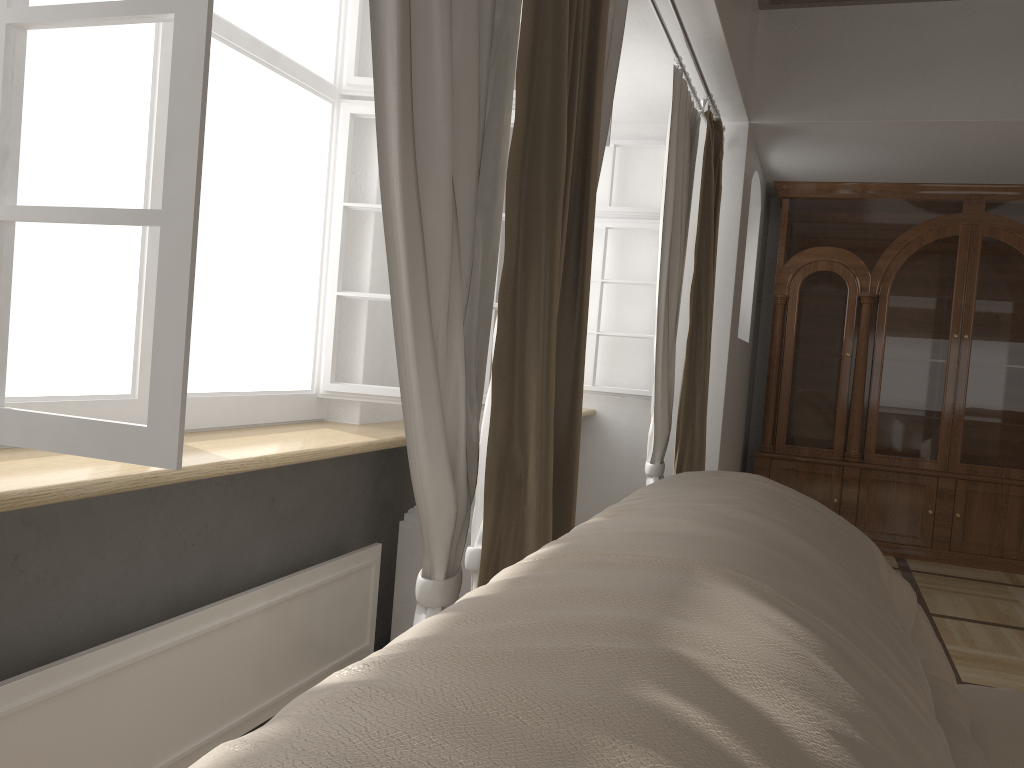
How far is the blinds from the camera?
1.41m

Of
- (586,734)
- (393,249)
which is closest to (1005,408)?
(393,249)

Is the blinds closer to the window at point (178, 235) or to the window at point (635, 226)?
the window at point (178, 235)

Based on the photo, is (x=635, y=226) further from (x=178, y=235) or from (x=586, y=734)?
(x=586, y=734)

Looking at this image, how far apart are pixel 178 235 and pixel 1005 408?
5.4 meters

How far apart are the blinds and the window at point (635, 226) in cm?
34

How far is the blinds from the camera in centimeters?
141cm

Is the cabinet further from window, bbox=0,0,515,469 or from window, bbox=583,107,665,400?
window, bbox=0,0,515,469

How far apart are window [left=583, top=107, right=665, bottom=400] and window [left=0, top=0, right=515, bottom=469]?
0.87m

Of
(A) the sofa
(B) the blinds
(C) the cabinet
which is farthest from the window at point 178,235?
(C) the cabinet
